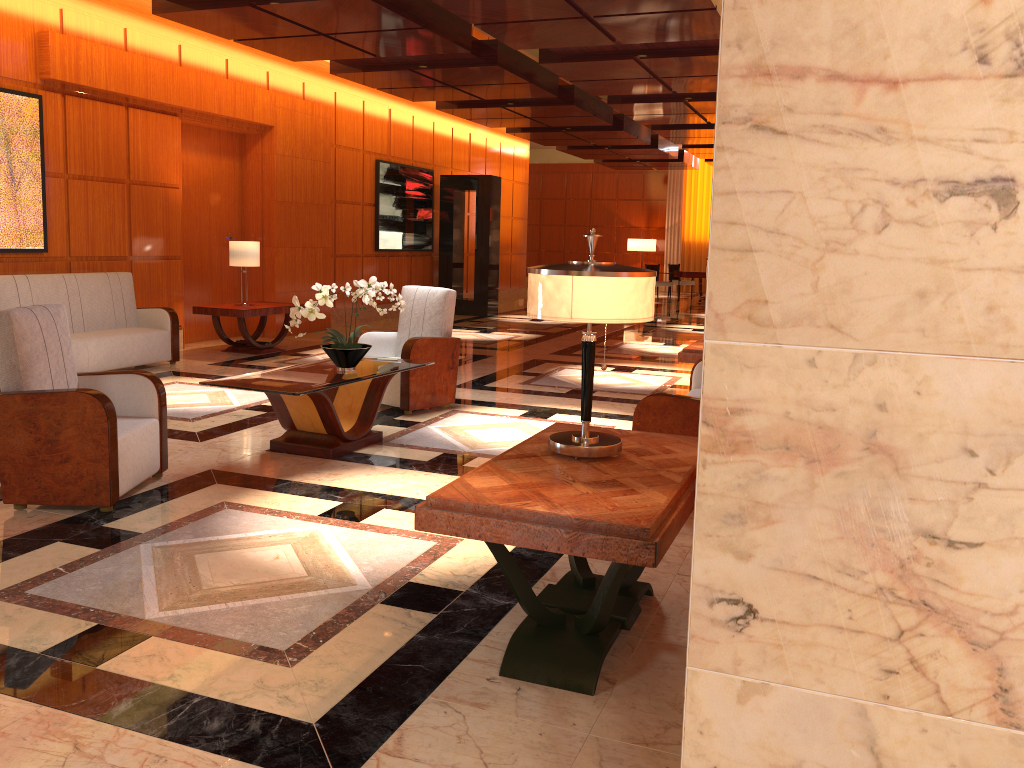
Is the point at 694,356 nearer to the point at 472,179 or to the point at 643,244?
the point at 472,179

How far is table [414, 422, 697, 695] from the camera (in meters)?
2.47

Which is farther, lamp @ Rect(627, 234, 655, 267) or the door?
lamp @ Rect(627, 234, 655, 267)

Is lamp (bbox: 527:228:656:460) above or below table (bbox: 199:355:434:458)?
above

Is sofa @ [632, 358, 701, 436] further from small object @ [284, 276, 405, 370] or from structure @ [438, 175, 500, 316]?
structure @ [438, 175, 500, 316]

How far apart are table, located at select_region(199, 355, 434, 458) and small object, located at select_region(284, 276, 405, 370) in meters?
0.0 m

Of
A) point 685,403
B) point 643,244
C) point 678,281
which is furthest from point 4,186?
point 643,244

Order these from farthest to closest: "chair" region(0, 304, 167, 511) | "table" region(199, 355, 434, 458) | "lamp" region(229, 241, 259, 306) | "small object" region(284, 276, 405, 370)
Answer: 1. "lamp" region(229, 241, 259, 306)
2. "small object" region(284, 276, 405, 370)
3. "table" region(199, 355, 434, 458)
4. "chair" region(0, 304, 167, 511)

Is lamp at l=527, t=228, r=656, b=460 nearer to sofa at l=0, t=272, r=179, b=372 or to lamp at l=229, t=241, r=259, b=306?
sofa at l=0, t=272, r=179, b=372

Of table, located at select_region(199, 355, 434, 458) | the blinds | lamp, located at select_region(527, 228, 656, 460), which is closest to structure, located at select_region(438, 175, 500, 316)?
table, located at select_region(199, 355, 434, 458)
